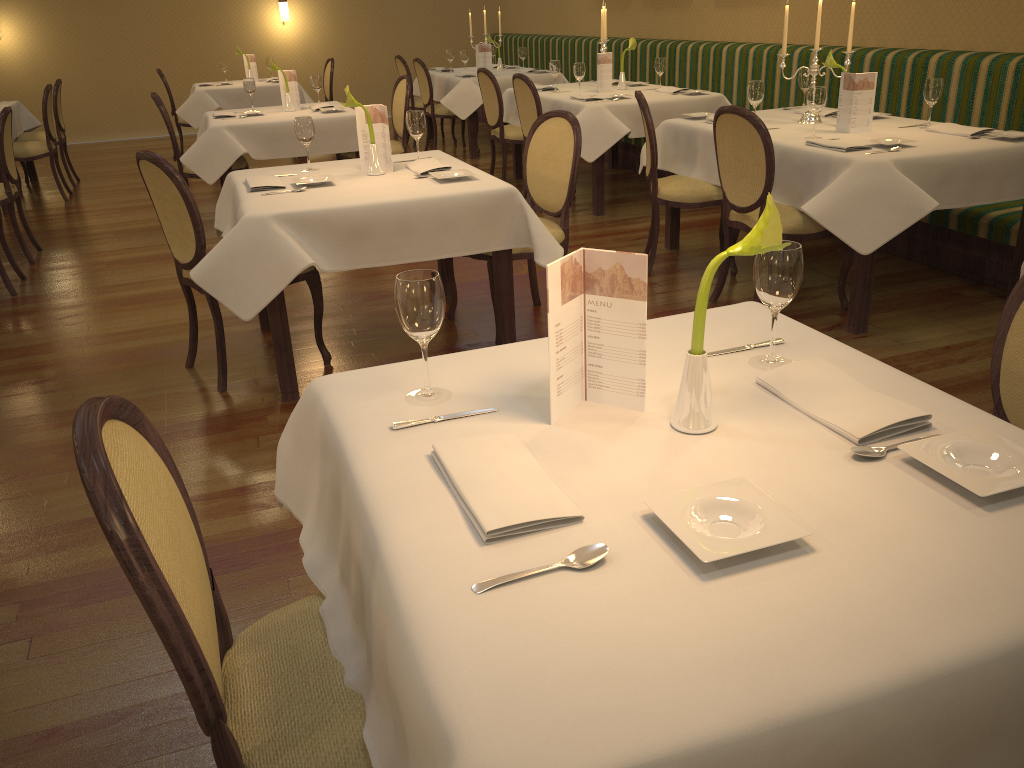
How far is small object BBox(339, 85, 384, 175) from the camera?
3.6m

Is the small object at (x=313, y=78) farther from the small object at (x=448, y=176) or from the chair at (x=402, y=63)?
the small object at (x=448, y=176)

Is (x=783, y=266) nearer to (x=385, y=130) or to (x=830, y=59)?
(x=385, y=130)

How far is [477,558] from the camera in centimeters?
113cm

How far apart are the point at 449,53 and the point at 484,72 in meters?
2.8 m

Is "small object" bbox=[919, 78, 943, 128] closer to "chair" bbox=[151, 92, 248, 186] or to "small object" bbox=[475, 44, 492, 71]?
"chair" bbox=[151, 92, 248, 186]

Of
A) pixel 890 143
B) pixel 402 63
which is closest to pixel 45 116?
pixel 402 63

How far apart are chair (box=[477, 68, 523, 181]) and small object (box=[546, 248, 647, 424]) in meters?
5.8 m

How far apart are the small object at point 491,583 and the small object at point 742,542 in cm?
9

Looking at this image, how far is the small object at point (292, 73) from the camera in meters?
6.5 m
